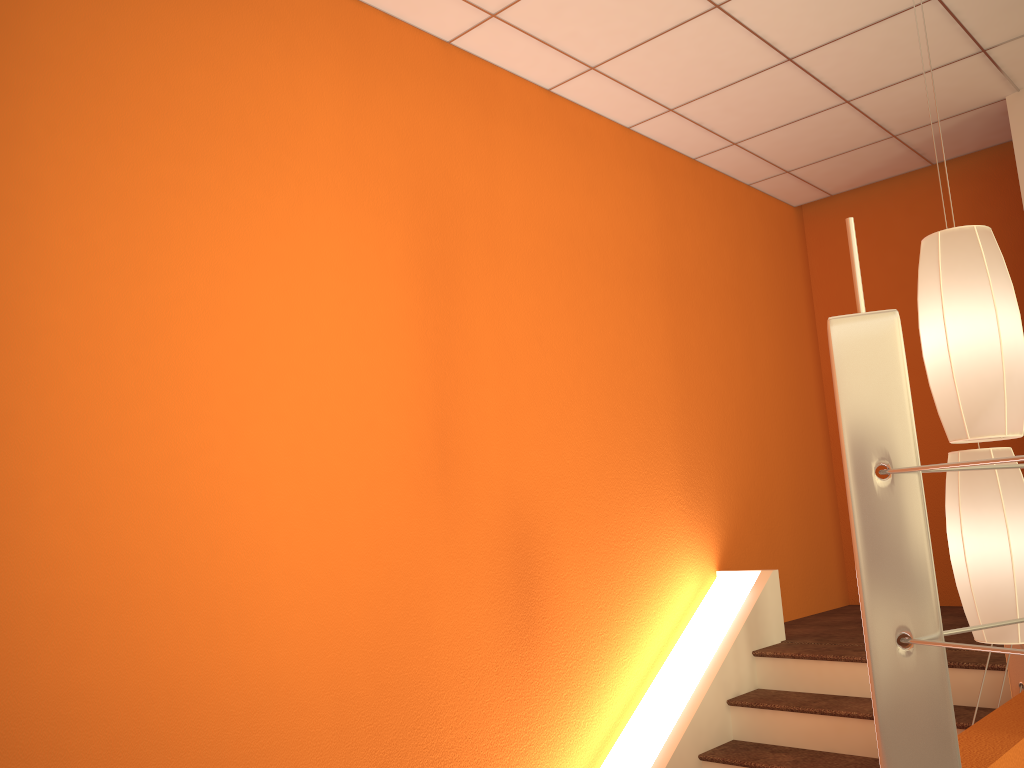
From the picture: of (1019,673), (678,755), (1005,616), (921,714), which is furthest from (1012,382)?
(678,755)

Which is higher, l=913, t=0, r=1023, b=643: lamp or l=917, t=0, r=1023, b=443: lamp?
l=917, t=0, r=1023, b=443: lamp

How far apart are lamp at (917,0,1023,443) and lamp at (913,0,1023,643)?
0.2m

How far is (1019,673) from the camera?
2.84m

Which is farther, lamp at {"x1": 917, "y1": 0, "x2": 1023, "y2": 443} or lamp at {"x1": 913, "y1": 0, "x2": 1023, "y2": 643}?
Result: lamp at {"x1": 913, "y1": 0, "x2": 1023, "y2": 643}

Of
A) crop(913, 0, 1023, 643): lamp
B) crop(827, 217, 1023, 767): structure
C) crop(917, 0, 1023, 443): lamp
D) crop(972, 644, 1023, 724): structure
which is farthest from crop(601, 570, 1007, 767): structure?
crop(827, 217, 1023, 767): structure

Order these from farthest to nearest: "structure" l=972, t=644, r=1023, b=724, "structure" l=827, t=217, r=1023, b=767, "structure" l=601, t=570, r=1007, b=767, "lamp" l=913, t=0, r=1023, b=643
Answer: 1. "structure" l=601, t=570, r=1007, b=767
2. "structure" l=972, t=644, r=1023, b=724
3. "lamp" l=913, t=0, r=1023, b=643
4. "structure" l=827, t=217, r=1023, b=767

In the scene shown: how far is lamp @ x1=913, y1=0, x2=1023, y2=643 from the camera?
2.0 meters

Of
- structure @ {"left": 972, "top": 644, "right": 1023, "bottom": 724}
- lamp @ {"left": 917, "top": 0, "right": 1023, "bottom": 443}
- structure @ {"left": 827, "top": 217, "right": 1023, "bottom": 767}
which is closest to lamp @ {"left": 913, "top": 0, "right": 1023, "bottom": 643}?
lamp @ {"left": 917, "top": 0, "right": 1023, "bottom": 443}

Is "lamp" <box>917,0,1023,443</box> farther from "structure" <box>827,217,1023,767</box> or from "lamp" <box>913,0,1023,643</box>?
"structure" <box>827,217,1023,767</box>
